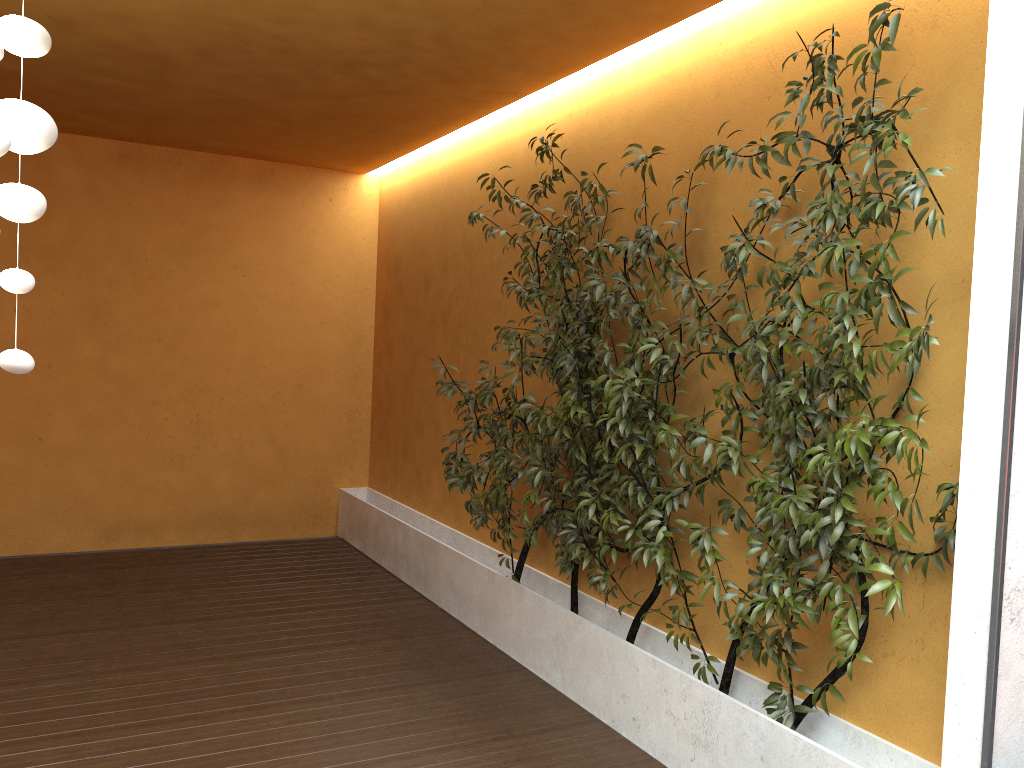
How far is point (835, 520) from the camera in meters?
2.6 m

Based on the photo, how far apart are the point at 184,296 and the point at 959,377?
5.6m

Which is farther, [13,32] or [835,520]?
[835,520]

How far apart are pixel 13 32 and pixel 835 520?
2.5 meters

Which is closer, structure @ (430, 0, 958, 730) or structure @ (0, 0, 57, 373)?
structure @ (0, 0, 57, 373)

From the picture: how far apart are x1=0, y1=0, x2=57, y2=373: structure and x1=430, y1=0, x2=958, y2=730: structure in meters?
1.9 m

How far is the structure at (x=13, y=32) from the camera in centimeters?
206cm

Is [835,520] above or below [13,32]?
below

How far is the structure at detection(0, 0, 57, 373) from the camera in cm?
206

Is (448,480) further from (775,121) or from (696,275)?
(775,121)
